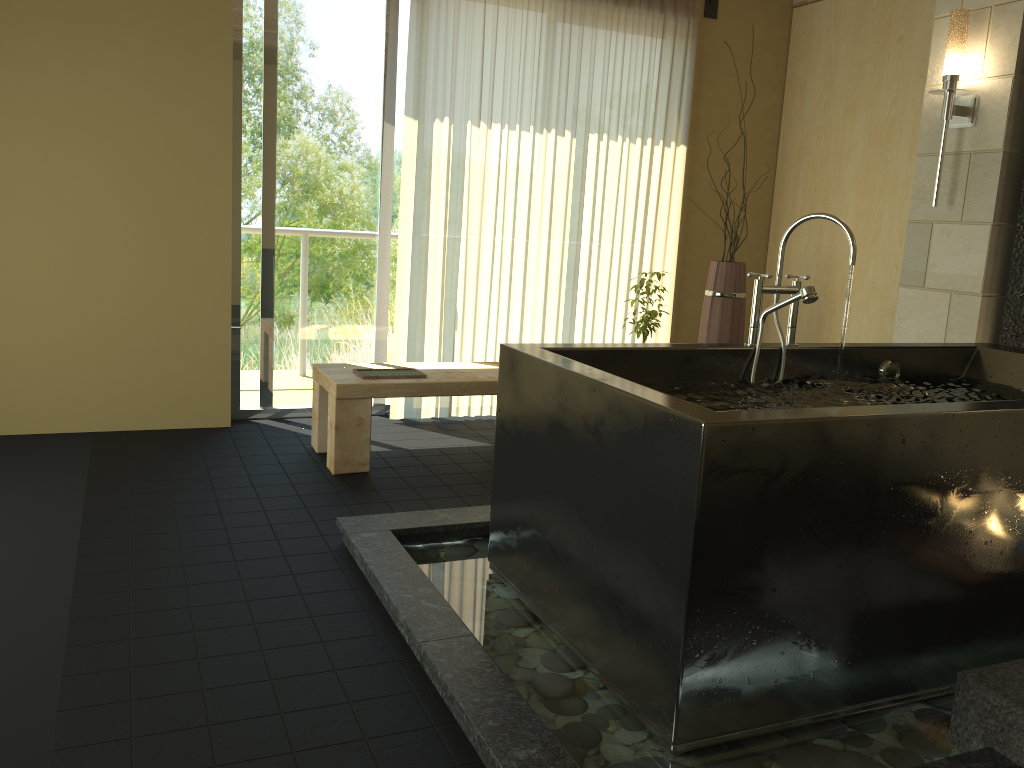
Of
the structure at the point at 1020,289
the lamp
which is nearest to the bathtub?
the structure at the point at 1020,289

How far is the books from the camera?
3.9 meters

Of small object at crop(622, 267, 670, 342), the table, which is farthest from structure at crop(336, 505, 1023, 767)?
small object at crop(622, 267, 670, 342)

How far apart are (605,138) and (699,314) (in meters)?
1.27

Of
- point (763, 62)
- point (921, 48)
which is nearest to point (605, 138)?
point (763, 62)

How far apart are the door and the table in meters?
0.7 m

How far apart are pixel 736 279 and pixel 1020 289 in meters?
1.3

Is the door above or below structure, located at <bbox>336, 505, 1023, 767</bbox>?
above

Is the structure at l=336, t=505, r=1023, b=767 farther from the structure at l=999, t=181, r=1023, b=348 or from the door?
the structure at l=999, t=181, r=1023, b=348

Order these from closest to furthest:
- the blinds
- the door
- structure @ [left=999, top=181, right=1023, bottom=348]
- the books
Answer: structure @ [left=999, top=181, right=1023, bottom=348] → the books → the door → the blinds
